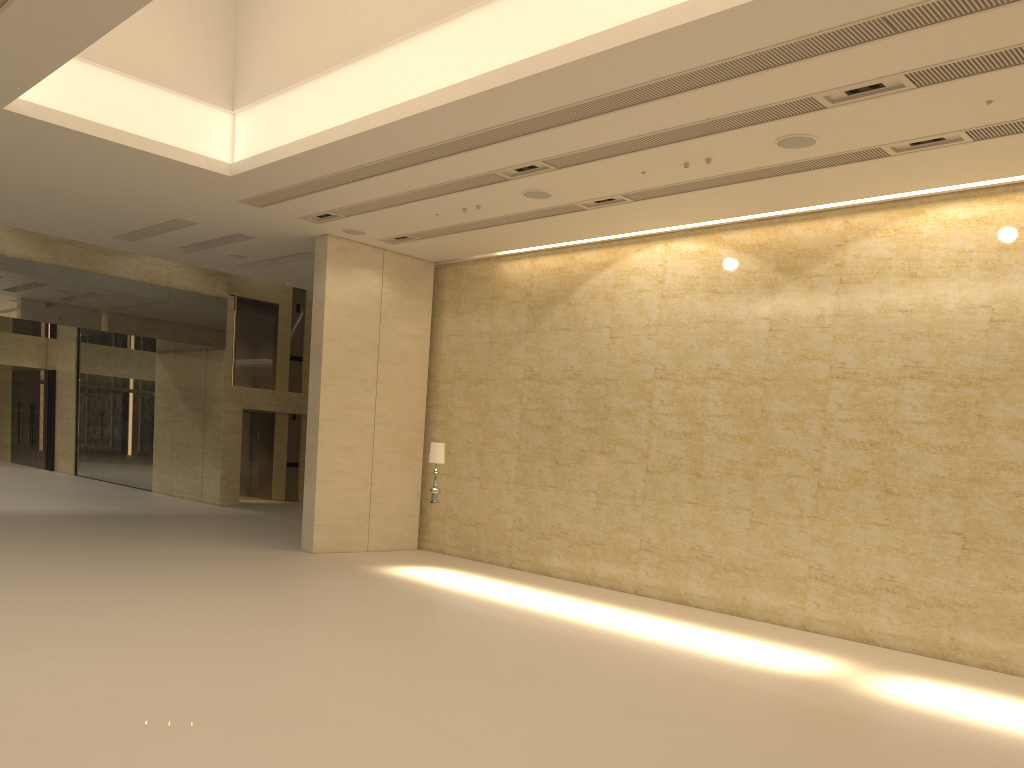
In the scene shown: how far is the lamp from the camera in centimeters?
1463cm

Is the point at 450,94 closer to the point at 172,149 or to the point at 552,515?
the point at 172,149

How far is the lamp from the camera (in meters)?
14.63
